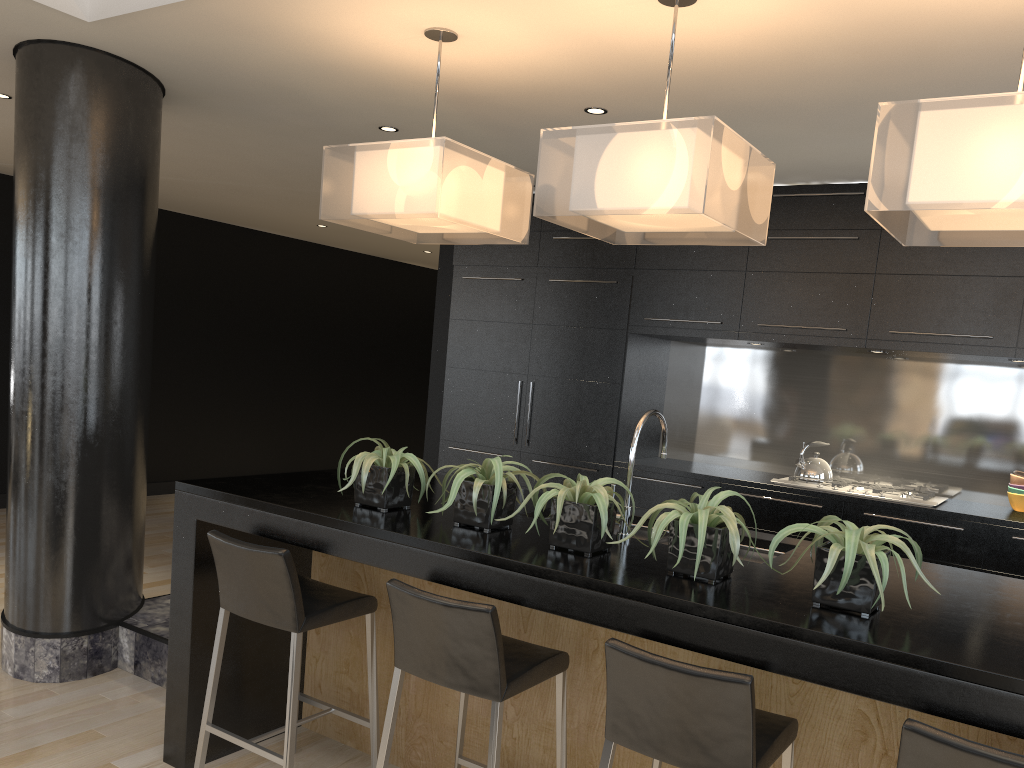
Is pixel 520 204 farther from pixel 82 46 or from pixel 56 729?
pixel 56 729

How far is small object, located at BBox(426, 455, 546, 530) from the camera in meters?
2.7

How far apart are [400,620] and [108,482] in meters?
2.1

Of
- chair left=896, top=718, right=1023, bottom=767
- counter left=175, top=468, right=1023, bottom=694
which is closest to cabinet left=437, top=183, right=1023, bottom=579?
counter left=175, top=468, right=1023, bottom=694

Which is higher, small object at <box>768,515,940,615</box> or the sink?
small object at <box>768,515,940,615</box>

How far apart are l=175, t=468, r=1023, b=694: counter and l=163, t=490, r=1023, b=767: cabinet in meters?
0.0

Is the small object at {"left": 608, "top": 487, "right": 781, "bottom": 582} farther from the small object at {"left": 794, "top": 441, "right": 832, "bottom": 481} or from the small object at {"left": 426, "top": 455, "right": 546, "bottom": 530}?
the small object at {"left": 794, "top": 441, "right": 832, "bottom": 481}

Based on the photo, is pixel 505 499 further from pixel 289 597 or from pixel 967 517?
pixel 967 517

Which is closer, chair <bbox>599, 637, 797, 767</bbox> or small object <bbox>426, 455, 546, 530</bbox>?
chair <bbox>599, 637, 797, 767</bbox>

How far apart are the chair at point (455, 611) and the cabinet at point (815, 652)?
0.1 meters
